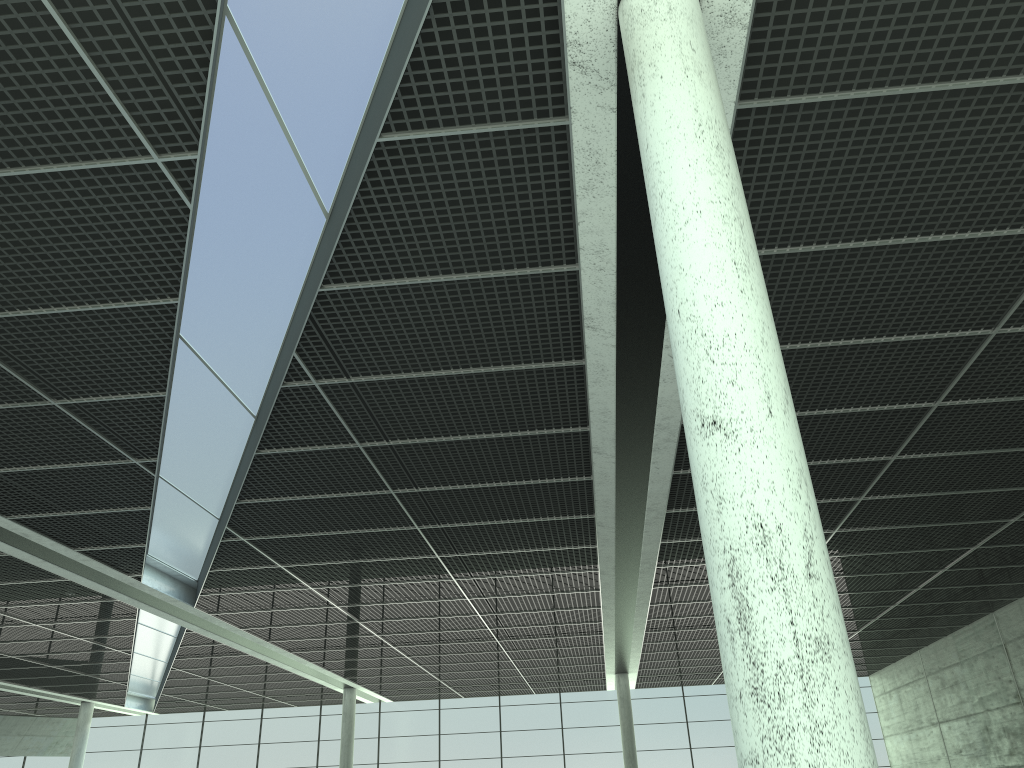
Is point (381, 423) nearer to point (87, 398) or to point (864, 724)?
point (87, 398)
